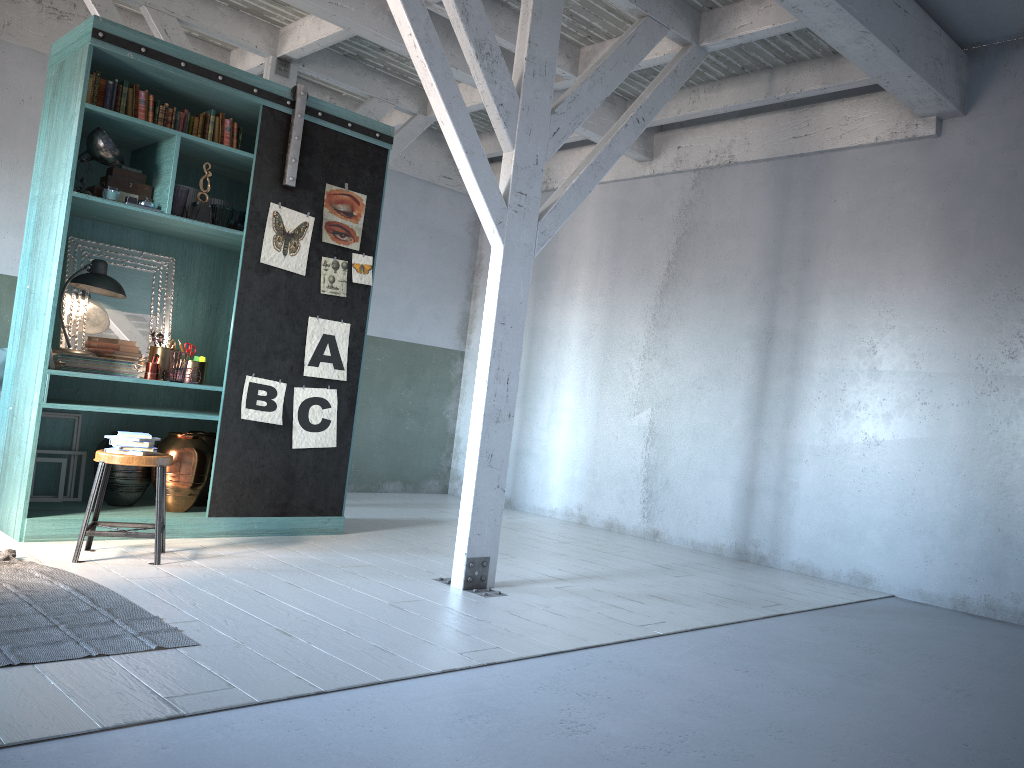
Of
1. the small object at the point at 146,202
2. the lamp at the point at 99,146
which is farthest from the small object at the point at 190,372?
the lamp at the point at 99,146

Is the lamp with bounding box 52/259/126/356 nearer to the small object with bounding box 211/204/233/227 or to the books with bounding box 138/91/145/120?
the small object with bounding box 211/204/233/227

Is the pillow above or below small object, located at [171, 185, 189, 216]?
below

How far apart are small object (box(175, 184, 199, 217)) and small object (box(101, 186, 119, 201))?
0.6m

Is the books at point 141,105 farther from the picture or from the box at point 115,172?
the picture

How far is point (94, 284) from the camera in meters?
6.5 m

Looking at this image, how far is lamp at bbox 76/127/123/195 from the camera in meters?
6.1

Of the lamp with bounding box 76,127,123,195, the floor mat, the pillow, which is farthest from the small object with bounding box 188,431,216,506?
the pillow

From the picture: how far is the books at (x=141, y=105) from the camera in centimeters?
638cm

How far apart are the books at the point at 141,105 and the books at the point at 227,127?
0.6 meters
